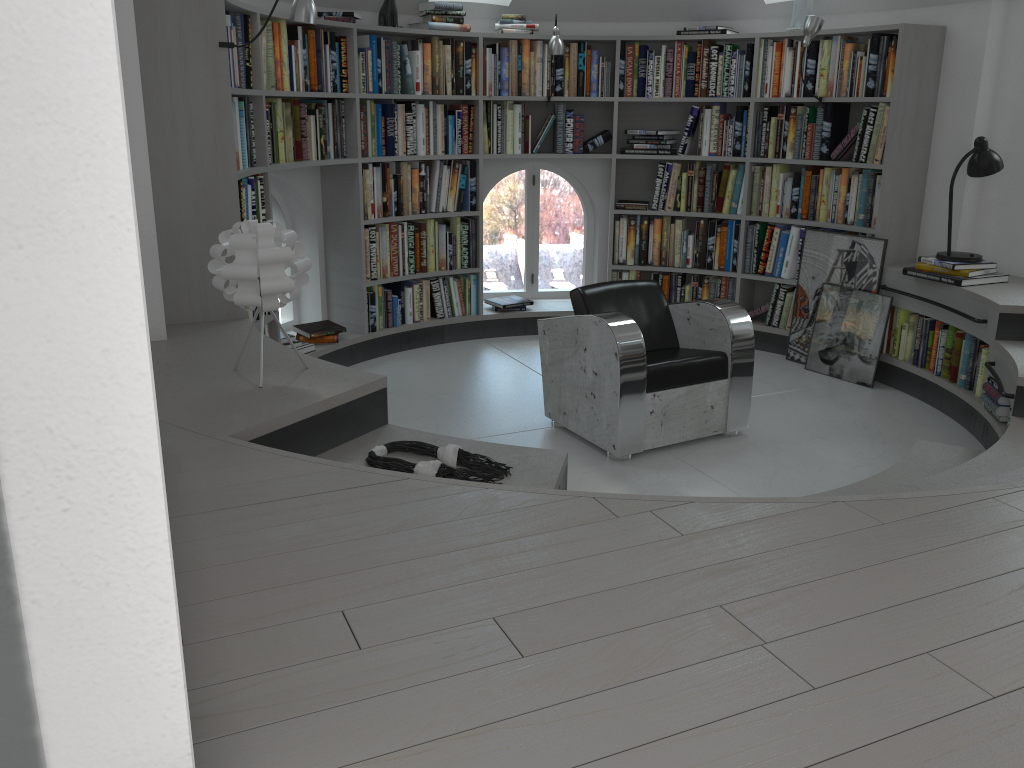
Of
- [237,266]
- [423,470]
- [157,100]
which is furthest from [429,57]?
[423,470]

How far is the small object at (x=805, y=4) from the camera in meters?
5.4

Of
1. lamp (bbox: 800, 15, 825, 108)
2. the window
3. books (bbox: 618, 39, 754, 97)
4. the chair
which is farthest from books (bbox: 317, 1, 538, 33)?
the chair

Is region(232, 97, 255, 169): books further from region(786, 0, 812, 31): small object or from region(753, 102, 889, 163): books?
region(786, 0, 812, 31): small object

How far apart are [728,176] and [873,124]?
1.0 meters

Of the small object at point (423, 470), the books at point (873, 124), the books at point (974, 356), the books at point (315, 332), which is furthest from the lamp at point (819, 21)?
the small object at point (423, 470)

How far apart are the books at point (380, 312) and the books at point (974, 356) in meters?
2.7 m

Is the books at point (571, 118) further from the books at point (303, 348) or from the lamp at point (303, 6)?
the lamp at point (303, 6)

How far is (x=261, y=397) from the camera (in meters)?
2.80

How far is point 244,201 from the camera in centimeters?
426cm
